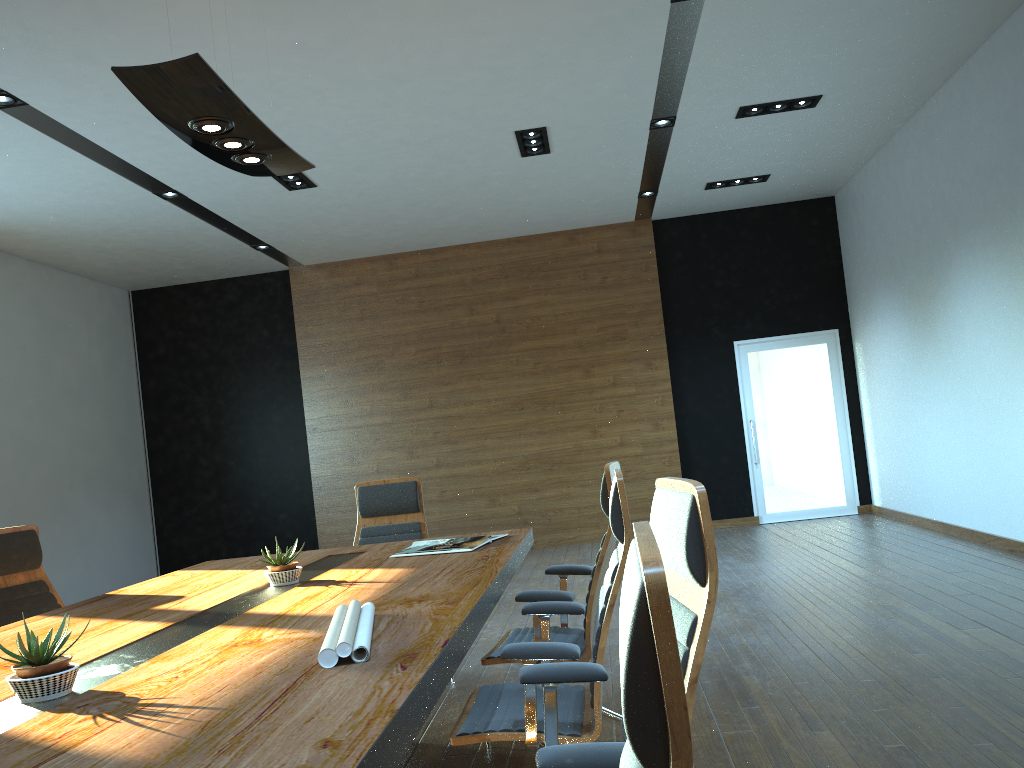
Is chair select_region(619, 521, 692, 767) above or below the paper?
above

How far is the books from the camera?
3.9m

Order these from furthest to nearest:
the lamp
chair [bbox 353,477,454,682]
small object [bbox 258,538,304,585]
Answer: chair [bbox 353,477,454,682]
small object [bbox 258,538,304,585]
the lamp

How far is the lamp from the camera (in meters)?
2.96

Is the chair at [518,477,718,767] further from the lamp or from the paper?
the lamp

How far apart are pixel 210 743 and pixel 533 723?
1.2 meters

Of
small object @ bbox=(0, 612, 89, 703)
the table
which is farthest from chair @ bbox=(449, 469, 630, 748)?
small object @ bbox=(0, 612, 89, 703)

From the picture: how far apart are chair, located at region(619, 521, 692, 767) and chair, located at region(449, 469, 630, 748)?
1.3 meters

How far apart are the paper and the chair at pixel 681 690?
1.0m

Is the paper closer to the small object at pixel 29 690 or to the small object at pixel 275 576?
the small object at pixel 29 690
